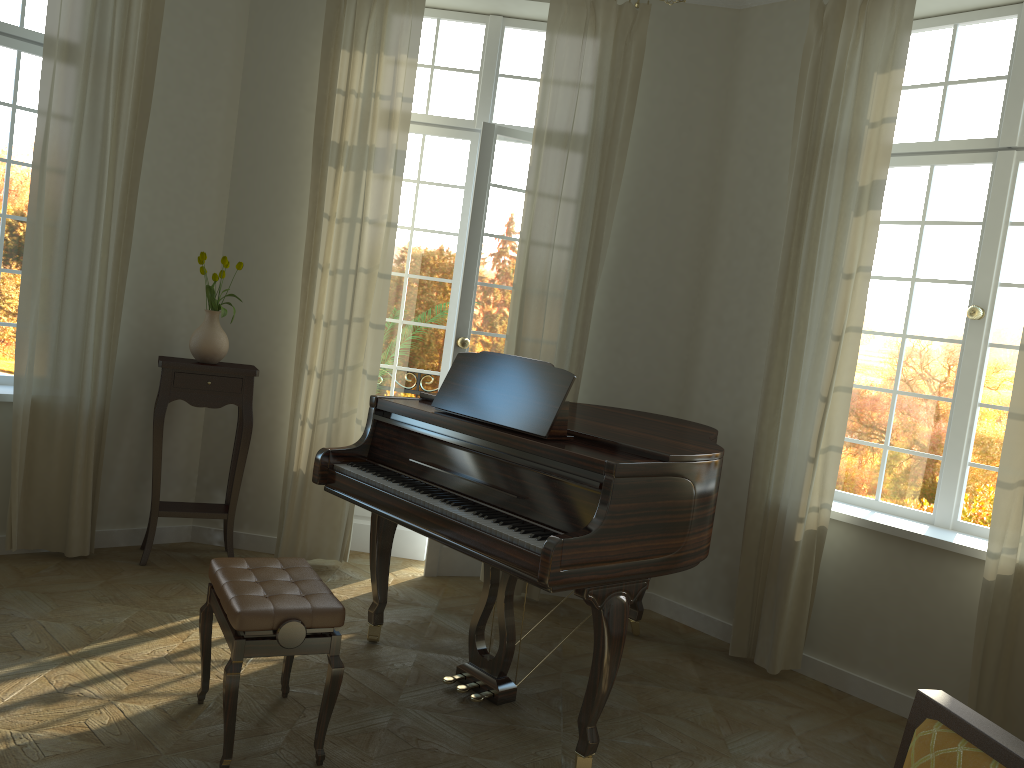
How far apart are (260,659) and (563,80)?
3.4 meters

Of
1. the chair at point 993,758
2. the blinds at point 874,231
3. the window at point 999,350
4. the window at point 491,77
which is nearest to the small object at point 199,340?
the window at point 491,77

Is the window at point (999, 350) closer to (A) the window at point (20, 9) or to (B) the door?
(B) the door

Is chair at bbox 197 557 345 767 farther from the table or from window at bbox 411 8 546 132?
window at bbox 411 8 546 132

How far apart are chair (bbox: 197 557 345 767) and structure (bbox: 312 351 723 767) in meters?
0.4 m

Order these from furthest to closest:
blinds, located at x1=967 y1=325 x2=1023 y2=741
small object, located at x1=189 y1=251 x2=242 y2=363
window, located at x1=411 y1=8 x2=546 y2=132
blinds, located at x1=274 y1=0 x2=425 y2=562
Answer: window, located at x1=411 y1=8 x2=546 y2=132 < blinds, located at x1=274 y1=0 x2=425 y2=562 < small object, located at x1=189 y1=251 x2=242 y2=363 < blinds, located at x1=967 y1=325 x2=1023 y2=741

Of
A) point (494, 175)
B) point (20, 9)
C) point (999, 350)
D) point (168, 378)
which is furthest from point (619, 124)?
point (20, 9)

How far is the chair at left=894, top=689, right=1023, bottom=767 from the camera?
1.2m

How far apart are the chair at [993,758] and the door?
3.9 meters

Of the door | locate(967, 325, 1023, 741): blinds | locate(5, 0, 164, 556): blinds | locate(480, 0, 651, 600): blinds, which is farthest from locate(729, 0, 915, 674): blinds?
locate(5, 0, 164, 556): blinds
